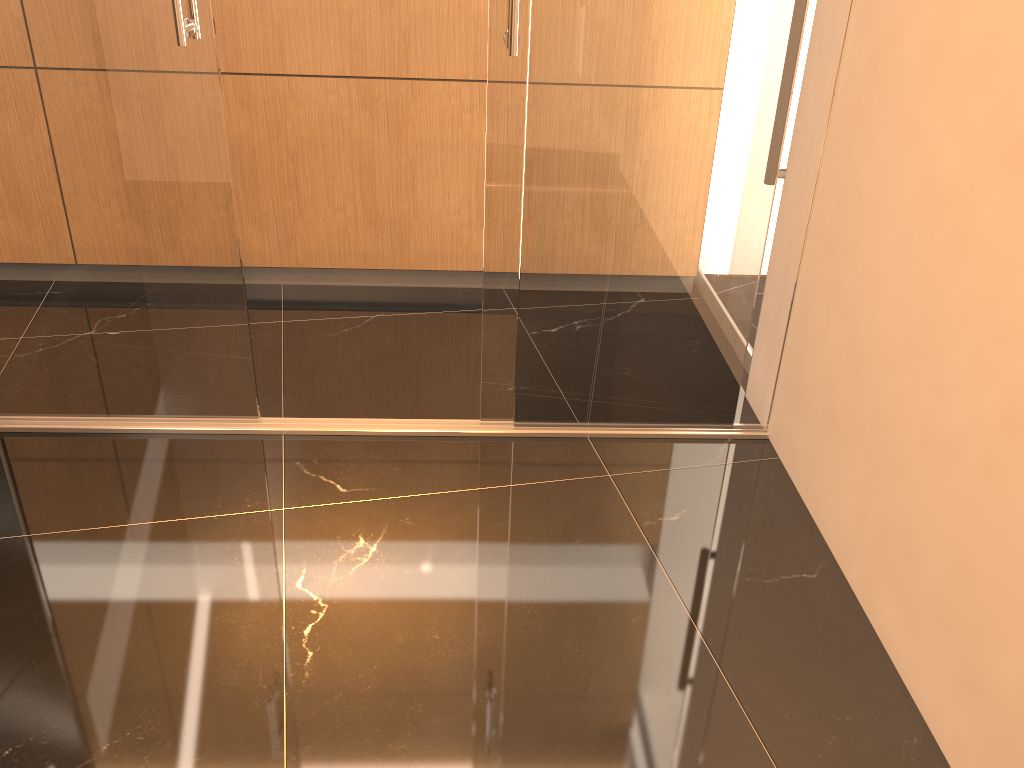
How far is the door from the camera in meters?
2.4

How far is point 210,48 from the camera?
2.4 meters

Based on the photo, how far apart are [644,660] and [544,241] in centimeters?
124cm

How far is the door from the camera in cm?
240
